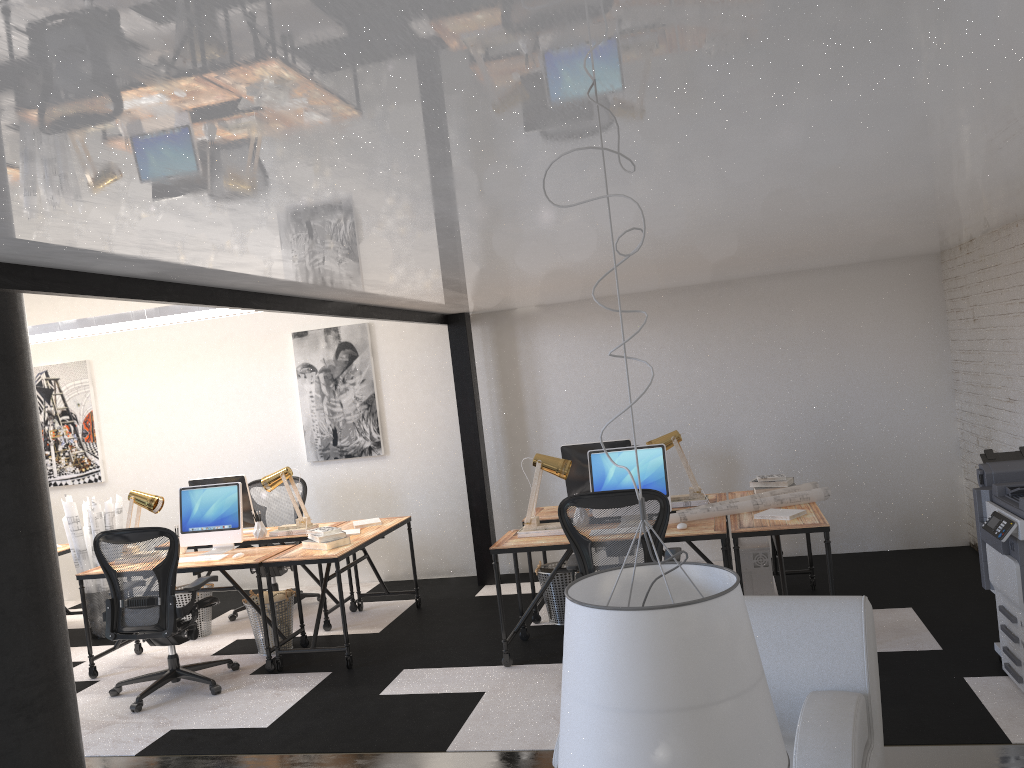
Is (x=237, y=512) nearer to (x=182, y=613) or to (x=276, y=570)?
(x=182, y=613)

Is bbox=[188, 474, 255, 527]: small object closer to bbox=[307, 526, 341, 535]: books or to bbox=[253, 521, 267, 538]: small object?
bbox=[253, 521, 267, 538]: small object

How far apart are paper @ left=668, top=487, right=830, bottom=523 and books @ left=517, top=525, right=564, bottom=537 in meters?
0.7

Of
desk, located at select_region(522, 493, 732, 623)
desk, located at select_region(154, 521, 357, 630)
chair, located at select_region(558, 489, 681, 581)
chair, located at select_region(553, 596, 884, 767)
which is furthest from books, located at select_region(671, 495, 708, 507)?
desk, located at select_region(154, 521, 357, 630)

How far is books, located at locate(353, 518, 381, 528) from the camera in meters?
6.6 m

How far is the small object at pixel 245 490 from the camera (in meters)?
6.73

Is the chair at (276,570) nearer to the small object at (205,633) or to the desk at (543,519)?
the small object at (205,633)

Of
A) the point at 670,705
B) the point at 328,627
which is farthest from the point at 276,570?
the point at 670,705

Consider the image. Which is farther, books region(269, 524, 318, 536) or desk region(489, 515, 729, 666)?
books region(269, 524, 318, 536)

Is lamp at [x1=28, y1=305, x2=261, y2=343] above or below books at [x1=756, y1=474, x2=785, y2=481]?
above
